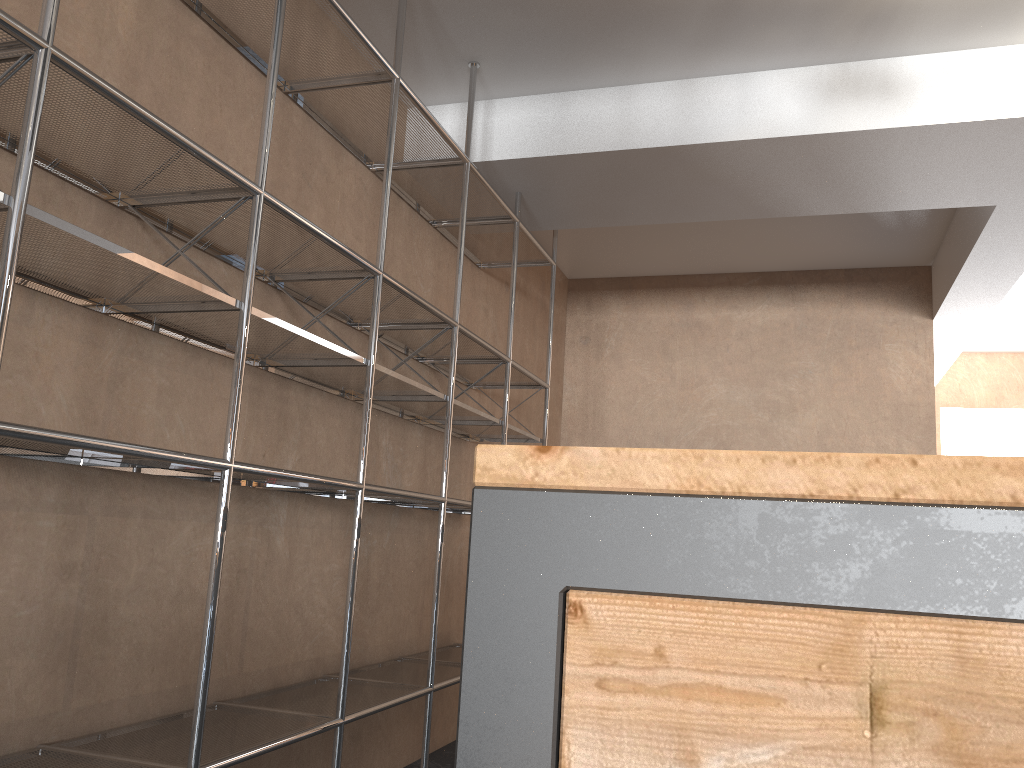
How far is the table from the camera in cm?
42

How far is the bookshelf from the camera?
1.31m

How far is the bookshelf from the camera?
1.3 meters

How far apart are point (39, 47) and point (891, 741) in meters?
1.4 m

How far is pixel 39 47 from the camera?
1.31m

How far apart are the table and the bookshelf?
1.0 meters

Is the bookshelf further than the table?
Yes

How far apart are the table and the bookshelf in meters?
1.0
